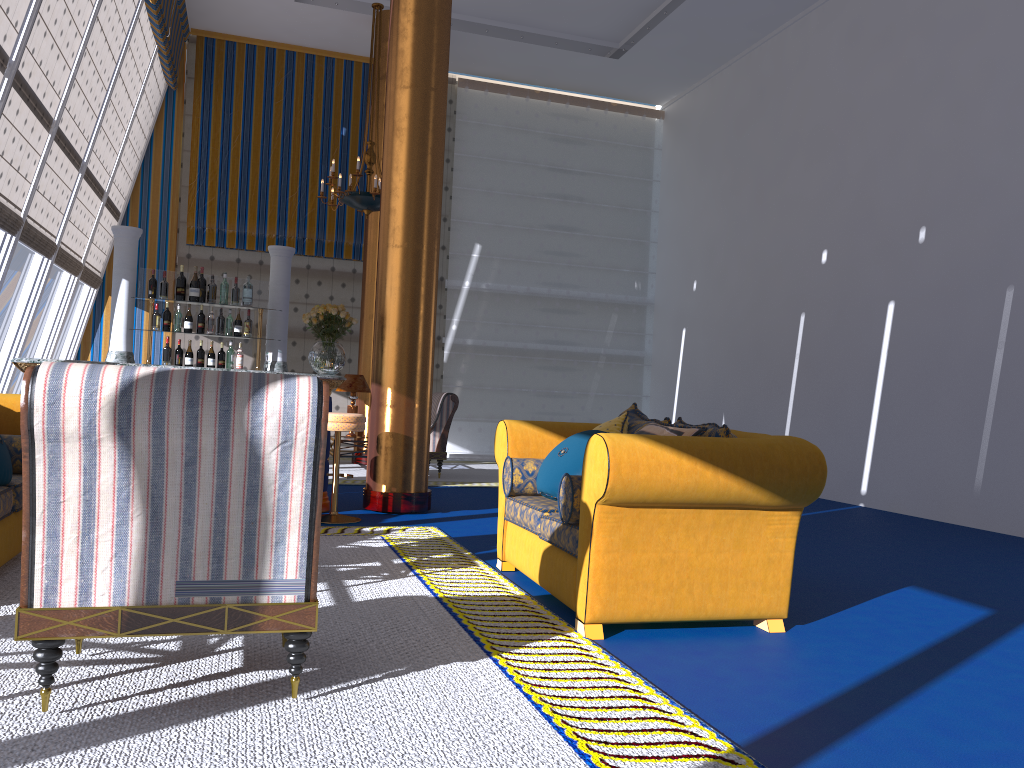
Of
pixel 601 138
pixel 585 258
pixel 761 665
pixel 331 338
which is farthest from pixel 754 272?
pixel 761 665

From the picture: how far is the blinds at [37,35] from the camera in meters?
6.8

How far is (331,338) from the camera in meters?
13.1 m

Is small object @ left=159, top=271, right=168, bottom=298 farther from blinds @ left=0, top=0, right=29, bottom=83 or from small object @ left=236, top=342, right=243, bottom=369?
blinds @ left=0, top=0, right=29, bottom=83

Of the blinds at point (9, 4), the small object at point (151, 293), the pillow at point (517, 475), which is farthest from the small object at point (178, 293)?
the pillow at point (517, 475)

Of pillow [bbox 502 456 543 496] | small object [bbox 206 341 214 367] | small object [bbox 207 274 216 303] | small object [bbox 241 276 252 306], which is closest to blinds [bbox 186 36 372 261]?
small object [bbox 207 274 216 303]

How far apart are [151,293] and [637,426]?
4.7 meters

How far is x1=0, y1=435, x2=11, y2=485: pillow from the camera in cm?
Answer: 409

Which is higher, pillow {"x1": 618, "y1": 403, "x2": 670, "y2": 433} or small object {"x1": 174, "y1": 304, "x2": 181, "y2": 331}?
small object {"x1": 174, "y1": 304, "x2": 181, "y2": 331}

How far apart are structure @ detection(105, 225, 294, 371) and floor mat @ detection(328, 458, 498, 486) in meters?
1.8 m
